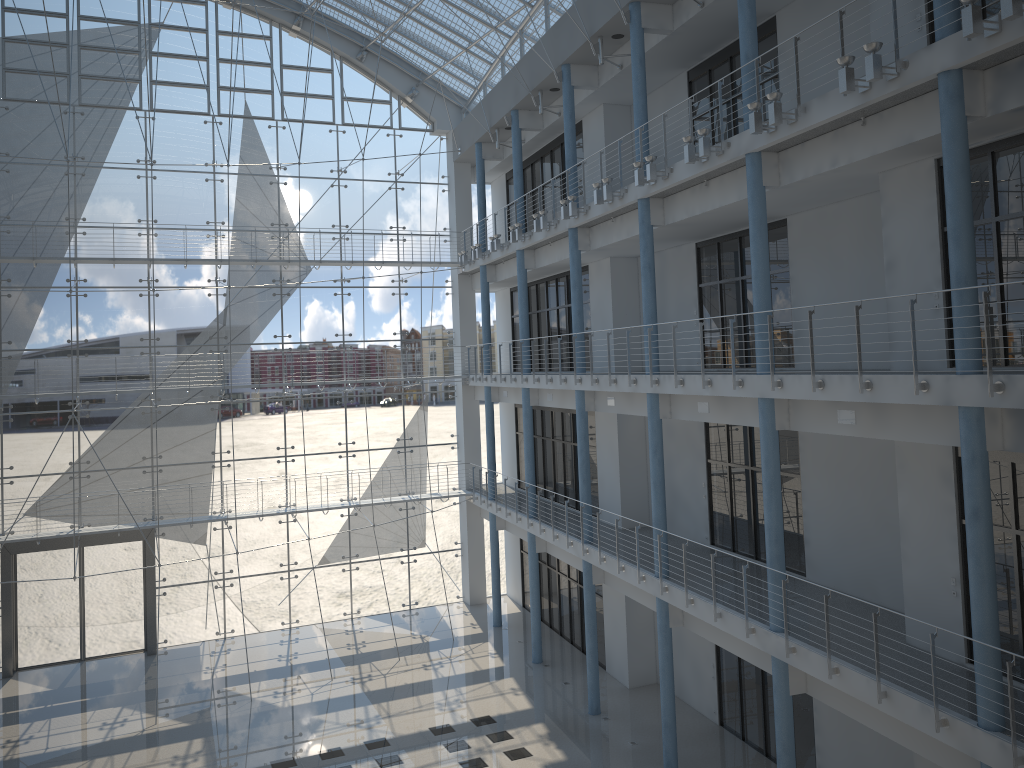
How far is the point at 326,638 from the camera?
3.7m

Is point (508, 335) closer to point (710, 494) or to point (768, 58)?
point (710, 494)

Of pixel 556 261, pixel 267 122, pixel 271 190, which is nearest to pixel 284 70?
pixel 267 122

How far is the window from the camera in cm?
345

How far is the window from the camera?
3.45m

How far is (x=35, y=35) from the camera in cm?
345
